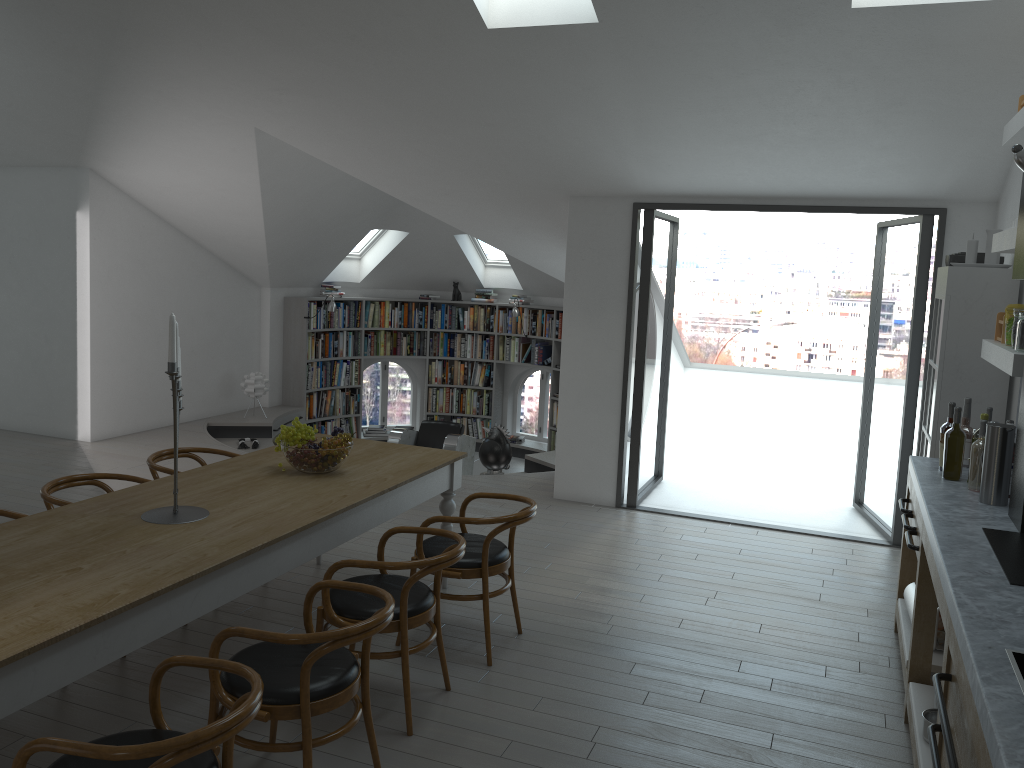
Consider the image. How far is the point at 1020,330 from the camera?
3.8 meters

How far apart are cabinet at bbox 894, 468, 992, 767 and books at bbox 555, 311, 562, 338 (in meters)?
6.90

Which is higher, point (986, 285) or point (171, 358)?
point (986, 285)

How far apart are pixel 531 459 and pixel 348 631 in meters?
6.1

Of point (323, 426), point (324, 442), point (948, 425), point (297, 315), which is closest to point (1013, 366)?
point (948, 425)

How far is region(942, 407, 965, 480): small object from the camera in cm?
419

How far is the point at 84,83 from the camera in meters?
6.7 m

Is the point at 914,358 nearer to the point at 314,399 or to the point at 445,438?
the point at 445,438

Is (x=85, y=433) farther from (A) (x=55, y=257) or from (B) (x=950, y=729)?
(B) (x=950, y=729)

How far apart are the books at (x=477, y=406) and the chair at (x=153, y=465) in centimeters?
695cm
